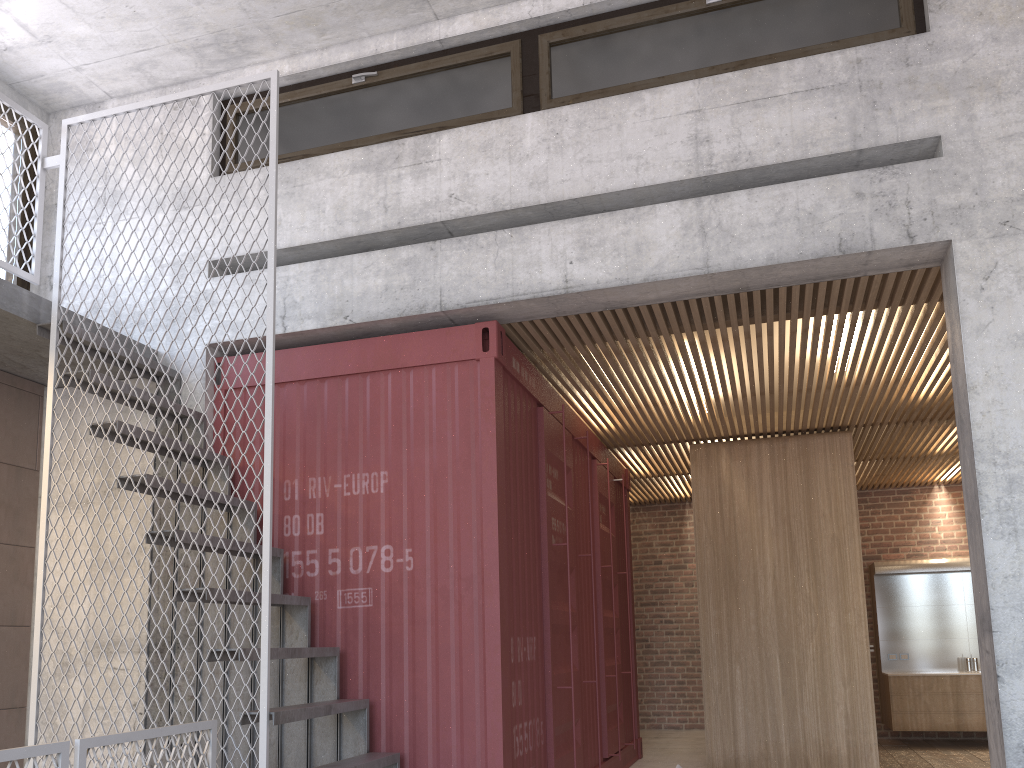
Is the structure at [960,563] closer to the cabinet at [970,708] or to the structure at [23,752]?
the cabinet at [970,708]

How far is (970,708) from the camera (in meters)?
9.78

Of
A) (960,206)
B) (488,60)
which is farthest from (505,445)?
(960,206)

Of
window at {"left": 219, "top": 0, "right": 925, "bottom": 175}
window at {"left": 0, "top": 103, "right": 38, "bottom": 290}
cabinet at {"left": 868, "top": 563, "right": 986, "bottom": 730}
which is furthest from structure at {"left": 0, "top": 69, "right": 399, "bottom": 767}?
cabinet at {"left": 868, "top": 563, "right": 986, "bottom": 730}

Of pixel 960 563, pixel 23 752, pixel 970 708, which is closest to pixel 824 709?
pixel 970 708

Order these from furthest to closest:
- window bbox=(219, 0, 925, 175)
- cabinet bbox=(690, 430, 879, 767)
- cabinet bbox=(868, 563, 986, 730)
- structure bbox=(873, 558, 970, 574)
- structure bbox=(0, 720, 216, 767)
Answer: structure bbox=(873, 558, 970, 574) → cabinet bbox=(868, 563, 986, 730) → cabinet bbox=(690, 430, 879, 767) → window bbox=(219, 0, 925, 175) → structure bbox=(0, 720, 216, 767)

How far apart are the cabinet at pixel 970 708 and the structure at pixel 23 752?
8.6m

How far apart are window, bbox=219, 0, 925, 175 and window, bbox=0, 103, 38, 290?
1.43m

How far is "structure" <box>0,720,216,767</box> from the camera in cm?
289

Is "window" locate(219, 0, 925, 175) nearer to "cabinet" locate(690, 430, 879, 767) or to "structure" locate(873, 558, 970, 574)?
"cabinet" locate(690, 430, 879, 767)
